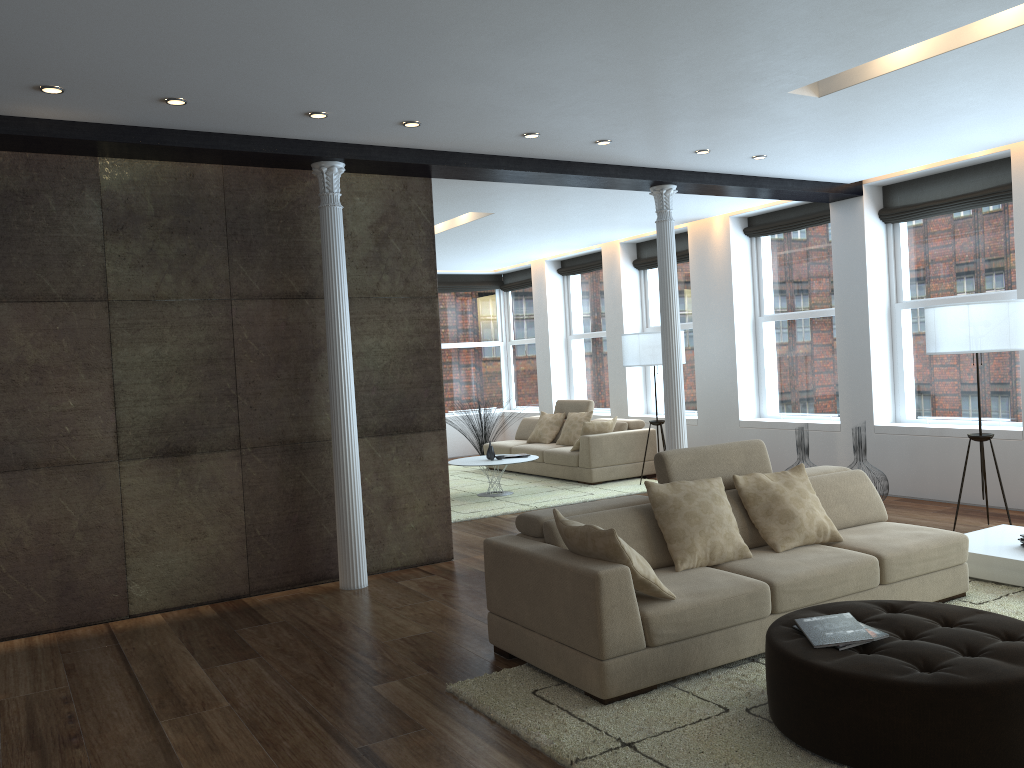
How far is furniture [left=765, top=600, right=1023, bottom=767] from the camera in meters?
2.9 m

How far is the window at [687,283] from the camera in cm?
1128

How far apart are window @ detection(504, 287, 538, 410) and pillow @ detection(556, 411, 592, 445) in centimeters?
306cm

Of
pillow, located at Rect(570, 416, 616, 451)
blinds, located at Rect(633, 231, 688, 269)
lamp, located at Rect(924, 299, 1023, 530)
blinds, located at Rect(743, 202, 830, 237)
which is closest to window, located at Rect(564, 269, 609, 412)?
blinds, located at Rect(633, 231, 688, 269)

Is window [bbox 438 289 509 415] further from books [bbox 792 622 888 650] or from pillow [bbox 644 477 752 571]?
books [bbox 792 622 888 650]

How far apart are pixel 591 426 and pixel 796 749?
7.15m

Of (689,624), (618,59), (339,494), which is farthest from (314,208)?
(689,624)

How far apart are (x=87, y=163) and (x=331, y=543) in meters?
2.9 m

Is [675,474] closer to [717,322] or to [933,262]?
[933,262]

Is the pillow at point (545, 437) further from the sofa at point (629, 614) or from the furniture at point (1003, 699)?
the furniture at point (1003, 699)
